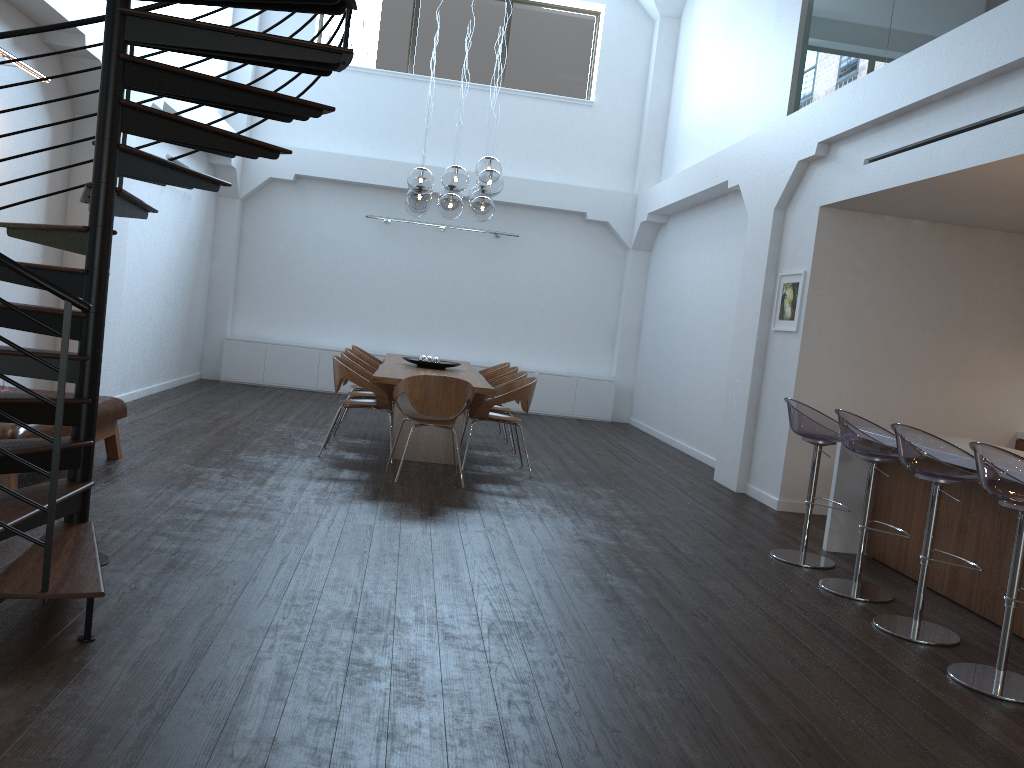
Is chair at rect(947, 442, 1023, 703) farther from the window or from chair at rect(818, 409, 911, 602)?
the window

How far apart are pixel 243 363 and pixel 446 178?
5.9 meters

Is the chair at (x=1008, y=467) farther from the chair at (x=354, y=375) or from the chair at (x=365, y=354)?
the chair at (x=365, y=354)

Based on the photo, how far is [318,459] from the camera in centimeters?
720cm

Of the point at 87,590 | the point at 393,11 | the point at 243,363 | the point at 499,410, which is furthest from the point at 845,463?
the point at 393,11

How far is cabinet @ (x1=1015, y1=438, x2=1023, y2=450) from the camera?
7.44m

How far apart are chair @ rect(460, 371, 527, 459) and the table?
0.22m

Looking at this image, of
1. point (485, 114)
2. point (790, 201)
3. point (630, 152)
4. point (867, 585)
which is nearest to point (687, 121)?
point (630, 152)

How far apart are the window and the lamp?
4.92m

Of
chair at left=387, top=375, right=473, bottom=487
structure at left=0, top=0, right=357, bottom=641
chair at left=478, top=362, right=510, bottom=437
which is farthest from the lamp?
structure at left=0, top=0, right=357, bottom=641
